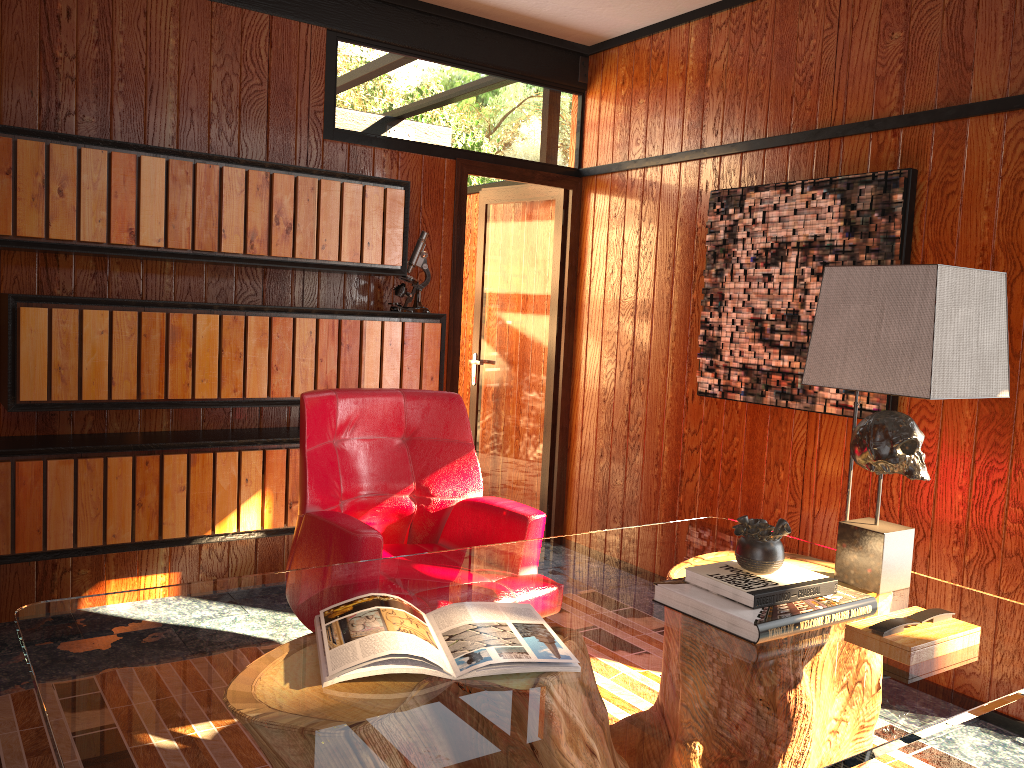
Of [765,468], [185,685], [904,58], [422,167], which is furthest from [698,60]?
[185,685]

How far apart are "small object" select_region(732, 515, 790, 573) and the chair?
0.75m

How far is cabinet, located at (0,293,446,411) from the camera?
2.96m

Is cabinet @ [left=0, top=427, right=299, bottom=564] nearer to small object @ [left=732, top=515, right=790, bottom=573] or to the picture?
the picture

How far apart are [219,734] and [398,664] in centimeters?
30cm

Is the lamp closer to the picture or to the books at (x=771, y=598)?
the books at (x=771, y=598)

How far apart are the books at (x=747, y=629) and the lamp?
0.16m

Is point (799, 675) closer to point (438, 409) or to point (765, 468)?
point (438, 409)

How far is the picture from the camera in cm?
309

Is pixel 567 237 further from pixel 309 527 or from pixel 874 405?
pixel 309 527
